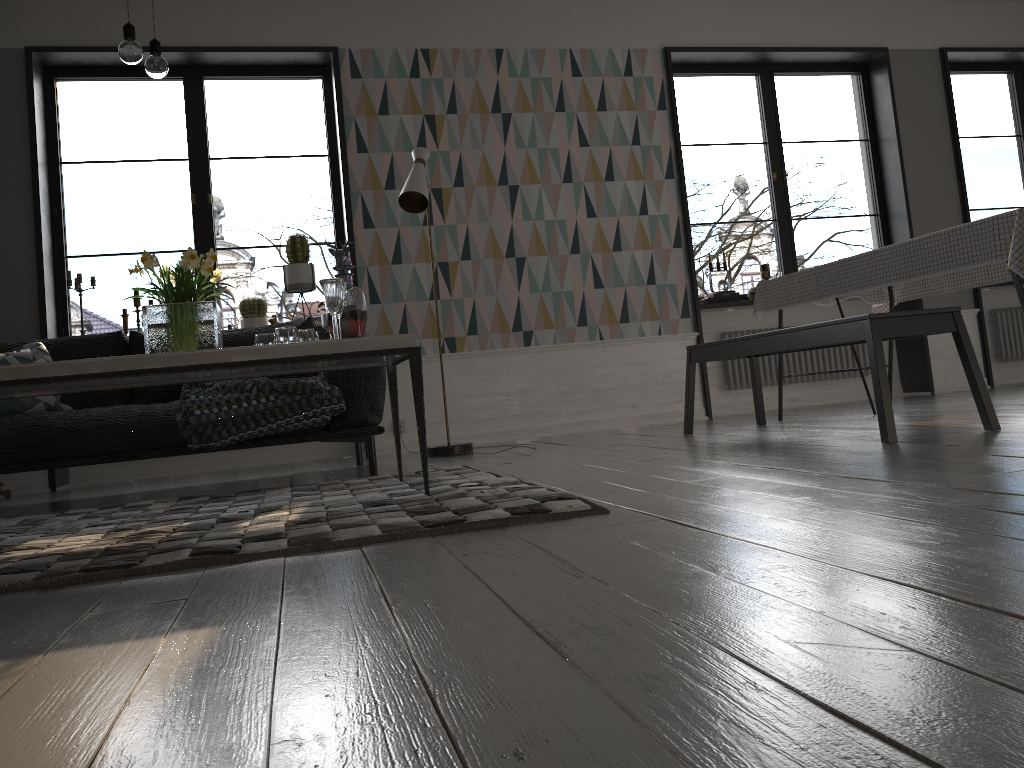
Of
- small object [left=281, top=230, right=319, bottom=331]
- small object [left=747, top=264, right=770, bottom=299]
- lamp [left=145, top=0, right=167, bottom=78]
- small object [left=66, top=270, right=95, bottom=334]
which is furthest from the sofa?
small object [left=747, top=264, right=770, bottom=299]

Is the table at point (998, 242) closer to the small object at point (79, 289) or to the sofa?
the sofa

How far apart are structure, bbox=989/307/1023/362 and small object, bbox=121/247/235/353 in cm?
620

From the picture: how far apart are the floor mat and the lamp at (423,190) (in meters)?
1.13

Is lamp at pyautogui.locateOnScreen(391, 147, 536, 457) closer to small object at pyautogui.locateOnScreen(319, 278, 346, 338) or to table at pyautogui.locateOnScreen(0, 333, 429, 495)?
table at pyautogui.locateOnScreen(0, 333, 429, 495)

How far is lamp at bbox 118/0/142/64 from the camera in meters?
2.8 m

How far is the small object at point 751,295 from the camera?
6.3 meters

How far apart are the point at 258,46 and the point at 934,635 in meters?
5.5

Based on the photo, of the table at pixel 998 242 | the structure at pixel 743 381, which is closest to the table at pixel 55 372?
the table at pixel 998 242

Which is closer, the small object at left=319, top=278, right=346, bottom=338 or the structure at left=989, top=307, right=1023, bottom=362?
the small object at left=319, top=278, right=346, bottom=338
